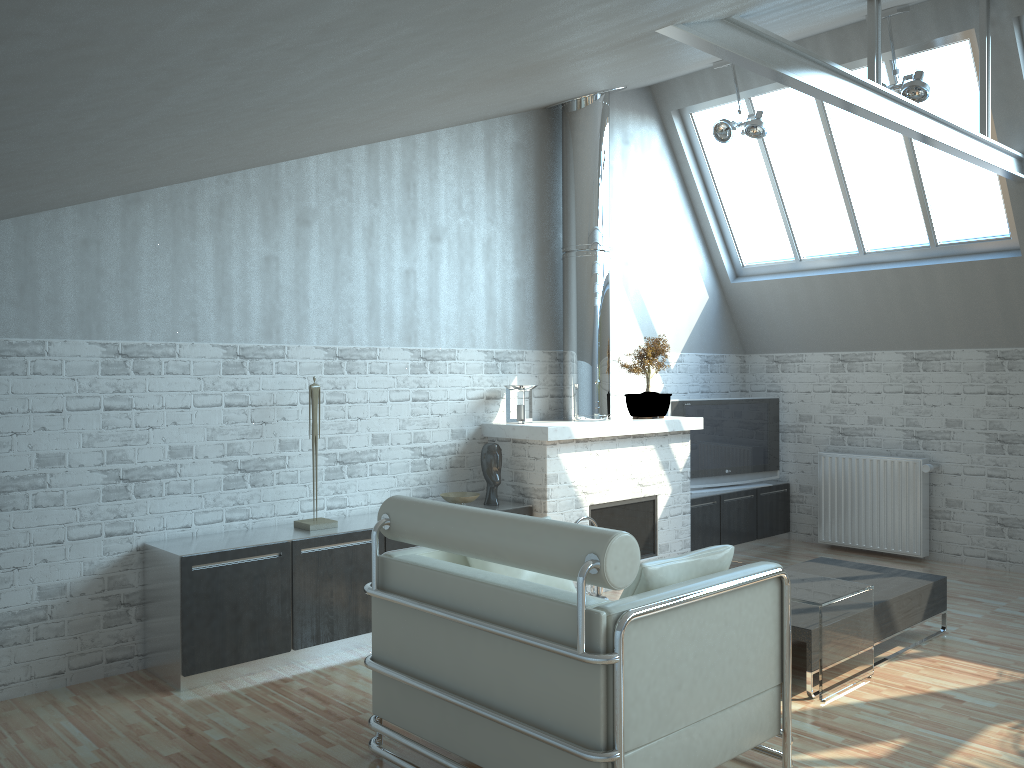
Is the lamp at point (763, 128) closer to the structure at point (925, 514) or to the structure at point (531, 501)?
the structure at point (531, 501)

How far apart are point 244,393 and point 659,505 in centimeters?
616cm

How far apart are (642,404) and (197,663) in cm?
698

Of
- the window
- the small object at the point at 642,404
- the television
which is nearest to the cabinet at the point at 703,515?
the television

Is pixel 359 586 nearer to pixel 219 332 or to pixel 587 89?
pixel 219 332

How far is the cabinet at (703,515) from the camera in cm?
1390

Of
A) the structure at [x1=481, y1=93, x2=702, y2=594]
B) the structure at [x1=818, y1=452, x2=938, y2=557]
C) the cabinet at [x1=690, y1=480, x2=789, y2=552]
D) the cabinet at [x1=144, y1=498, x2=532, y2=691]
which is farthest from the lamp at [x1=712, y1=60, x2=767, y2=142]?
the cabinet at [x1=144, y1=498, x2=532, y2=691]

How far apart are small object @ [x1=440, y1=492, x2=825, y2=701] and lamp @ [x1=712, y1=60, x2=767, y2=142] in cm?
628

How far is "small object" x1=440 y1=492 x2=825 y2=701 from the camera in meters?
10.8

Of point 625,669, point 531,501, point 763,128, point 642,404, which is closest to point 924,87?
point 763,128
